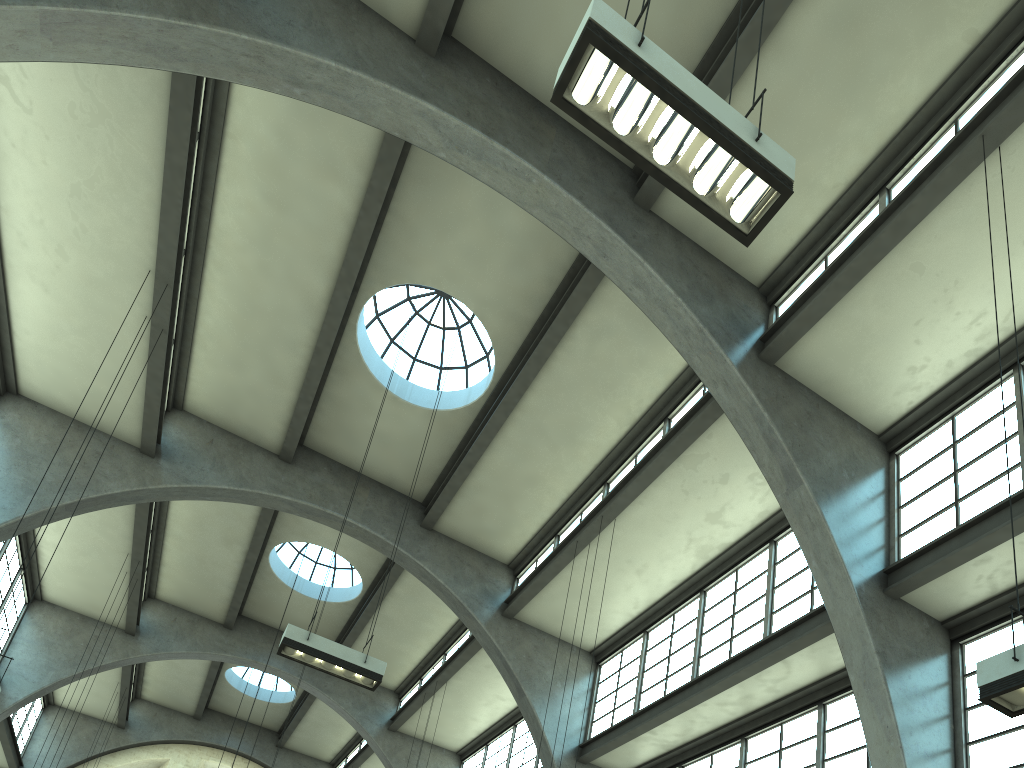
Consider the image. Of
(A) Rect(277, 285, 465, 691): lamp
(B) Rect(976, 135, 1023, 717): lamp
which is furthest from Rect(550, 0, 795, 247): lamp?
(A) Rect(277, 285, 465, 691): lamp

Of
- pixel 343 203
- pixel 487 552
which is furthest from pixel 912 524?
pixel 343 203

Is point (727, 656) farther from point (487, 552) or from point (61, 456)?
point (61, 456)

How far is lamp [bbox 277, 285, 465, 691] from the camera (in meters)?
10.93

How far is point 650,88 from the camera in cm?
559

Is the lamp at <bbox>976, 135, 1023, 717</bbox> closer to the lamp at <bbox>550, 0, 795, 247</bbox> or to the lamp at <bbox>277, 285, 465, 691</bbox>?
the lamp at <bbox>550, 0, 795, 247</bbox>

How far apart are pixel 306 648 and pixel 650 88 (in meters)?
8.36

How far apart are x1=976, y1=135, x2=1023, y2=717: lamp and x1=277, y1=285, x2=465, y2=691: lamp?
7.7m

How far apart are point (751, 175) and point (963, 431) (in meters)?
7.62

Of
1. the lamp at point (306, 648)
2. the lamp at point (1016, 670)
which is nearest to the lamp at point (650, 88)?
the lamp at point (1016, 670)
